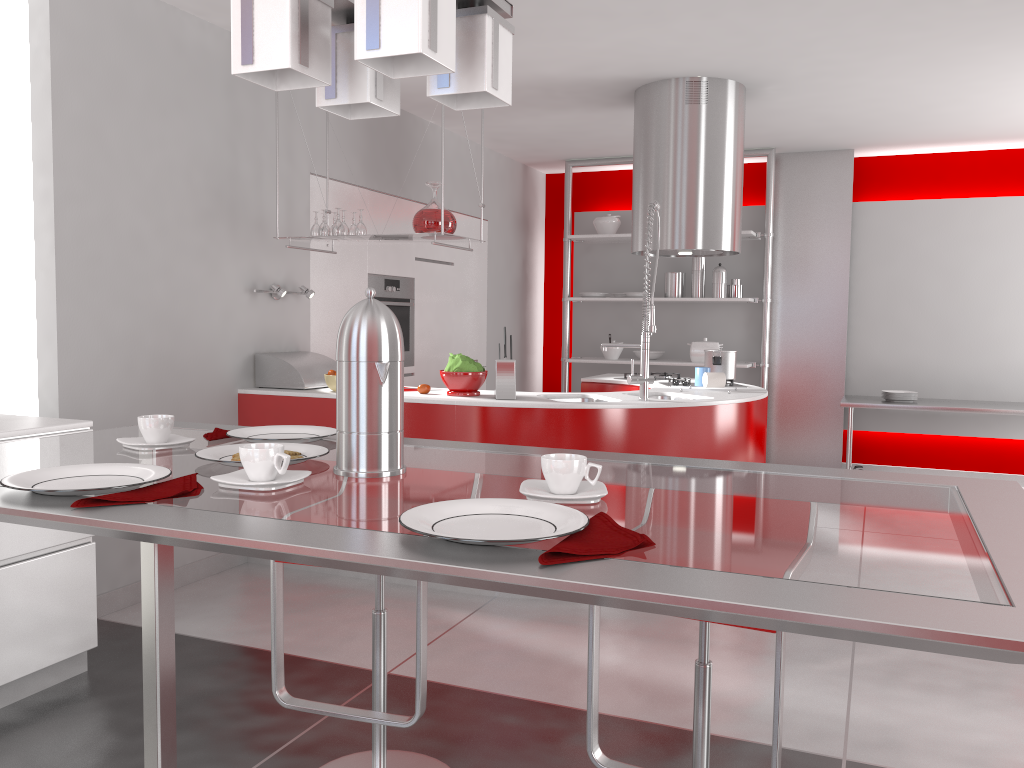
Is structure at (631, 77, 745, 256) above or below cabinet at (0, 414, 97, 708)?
above

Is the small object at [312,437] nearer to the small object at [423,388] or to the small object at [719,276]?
the small object at [423,388]

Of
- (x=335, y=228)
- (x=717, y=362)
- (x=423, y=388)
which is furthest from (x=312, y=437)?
(x=717, y=362)

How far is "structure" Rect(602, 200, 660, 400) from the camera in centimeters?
401cm

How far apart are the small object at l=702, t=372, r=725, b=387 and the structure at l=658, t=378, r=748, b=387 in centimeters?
35cm

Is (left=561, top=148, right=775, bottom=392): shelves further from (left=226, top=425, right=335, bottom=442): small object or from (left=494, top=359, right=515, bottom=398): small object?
(left=226, top=425, right=335, bottom=442): small object

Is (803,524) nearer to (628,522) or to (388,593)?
(628,522)

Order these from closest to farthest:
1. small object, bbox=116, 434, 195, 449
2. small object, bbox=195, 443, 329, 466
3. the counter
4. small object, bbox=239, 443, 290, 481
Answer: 1. small object, bbox=239, 443, 290, 481
2. small object, bbox=195, 443, 329, 466
3. small object, bbox=116, 434, 195, 449
4. the counter

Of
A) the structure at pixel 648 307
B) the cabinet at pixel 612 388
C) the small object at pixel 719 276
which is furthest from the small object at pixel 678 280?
the structure at pixel 648 307

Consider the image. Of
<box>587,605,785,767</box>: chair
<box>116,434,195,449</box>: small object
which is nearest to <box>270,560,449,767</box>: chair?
<box>587,605,785,767</box>: chair
